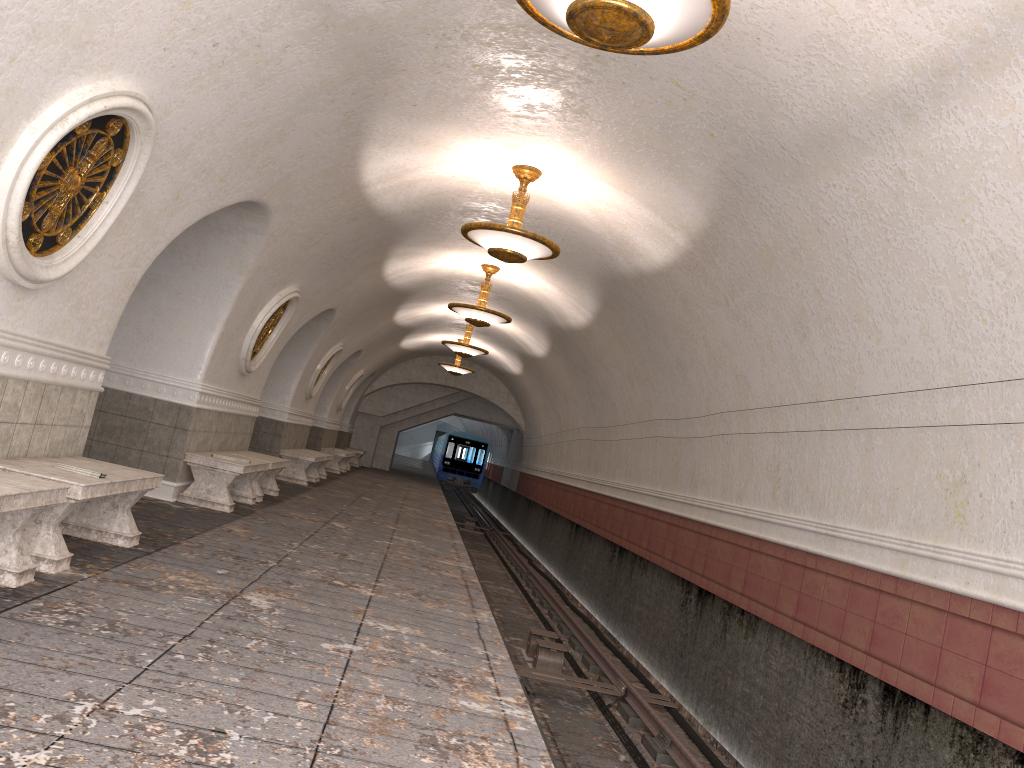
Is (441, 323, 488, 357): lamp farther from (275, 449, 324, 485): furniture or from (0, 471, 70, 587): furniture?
(0, 471, 70, 587): furniture

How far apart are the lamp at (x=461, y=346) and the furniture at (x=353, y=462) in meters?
10.1

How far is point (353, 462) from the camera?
27.2m

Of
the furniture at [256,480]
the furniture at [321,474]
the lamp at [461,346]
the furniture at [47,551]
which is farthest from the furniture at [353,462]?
the furniture at [47,551]

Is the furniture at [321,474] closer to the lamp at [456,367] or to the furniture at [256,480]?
the furniture at [256,480]

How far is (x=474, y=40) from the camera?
6.1m

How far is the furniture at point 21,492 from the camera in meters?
4.0 m

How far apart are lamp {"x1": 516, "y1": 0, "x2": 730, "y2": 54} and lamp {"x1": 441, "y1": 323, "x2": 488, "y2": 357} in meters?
13.6

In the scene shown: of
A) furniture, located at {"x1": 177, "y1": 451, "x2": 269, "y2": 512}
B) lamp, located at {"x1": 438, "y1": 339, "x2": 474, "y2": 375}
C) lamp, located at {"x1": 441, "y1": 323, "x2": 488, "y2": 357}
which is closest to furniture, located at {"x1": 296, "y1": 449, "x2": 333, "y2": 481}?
lamp, located at {"x1": 441, "y1": 323, "x2": 488, "y2": 357}

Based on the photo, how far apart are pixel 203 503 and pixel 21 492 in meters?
5.1 m
